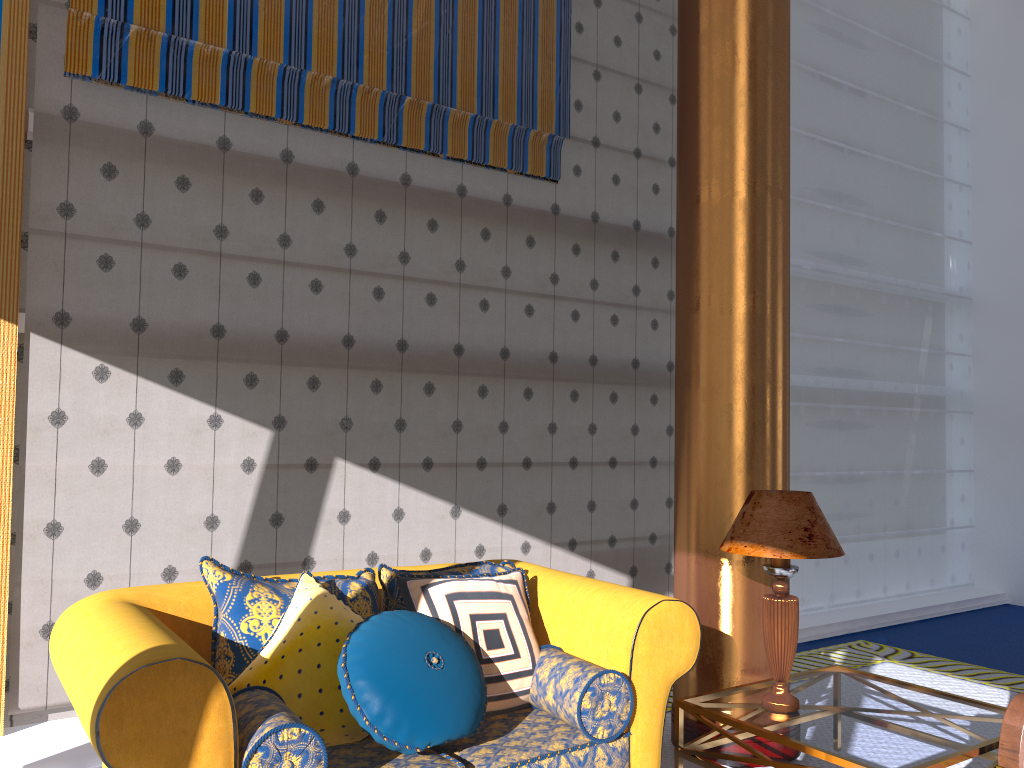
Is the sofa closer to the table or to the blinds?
the table

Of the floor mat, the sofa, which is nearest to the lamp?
the sofa

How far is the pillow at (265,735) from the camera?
2.1m

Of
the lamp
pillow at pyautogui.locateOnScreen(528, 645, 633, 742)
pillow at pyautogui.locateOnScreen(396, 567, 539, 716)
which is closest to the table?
the lamp

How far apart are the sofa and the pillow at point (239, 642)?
0.1m

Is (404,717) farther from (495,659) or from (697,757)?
(697,757)

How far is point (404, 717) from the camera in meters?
2.4

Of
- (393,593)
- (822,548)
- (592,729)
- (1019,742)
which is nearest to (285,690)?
(393,593)

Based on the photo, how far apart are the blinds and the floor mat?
3.1 meters

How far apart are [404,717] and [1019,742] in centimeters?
191cm
